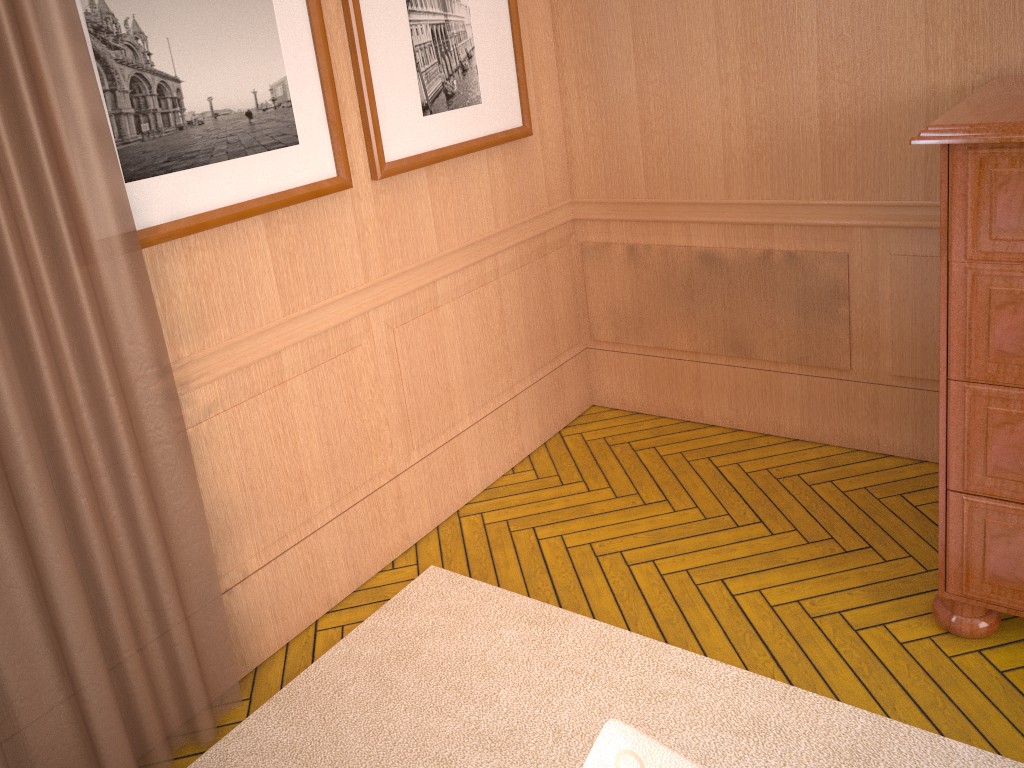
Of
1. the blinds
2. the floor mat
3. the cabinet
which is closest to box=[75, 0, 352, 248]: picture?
the blinds

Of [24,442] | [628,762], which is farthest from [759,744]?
[24,442]

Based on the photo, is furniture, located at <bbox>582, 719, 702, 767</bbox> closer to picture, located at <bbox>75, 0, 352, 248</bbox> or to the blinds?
the blinds

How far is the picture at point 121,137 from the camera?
2.9m

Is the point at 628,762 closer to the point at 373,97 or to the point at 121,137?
the point at 121,137

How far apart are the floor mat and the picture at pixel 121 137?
1.8 meters

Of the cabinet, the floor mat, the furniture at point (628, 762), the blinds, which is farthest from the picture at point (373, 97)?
the furniture at point (628, 762)

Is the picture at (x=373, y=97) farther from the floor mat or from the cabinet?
the cabinet

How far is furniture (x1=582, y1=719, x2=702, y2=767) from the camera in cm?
193

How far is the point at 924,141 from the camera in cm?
273
